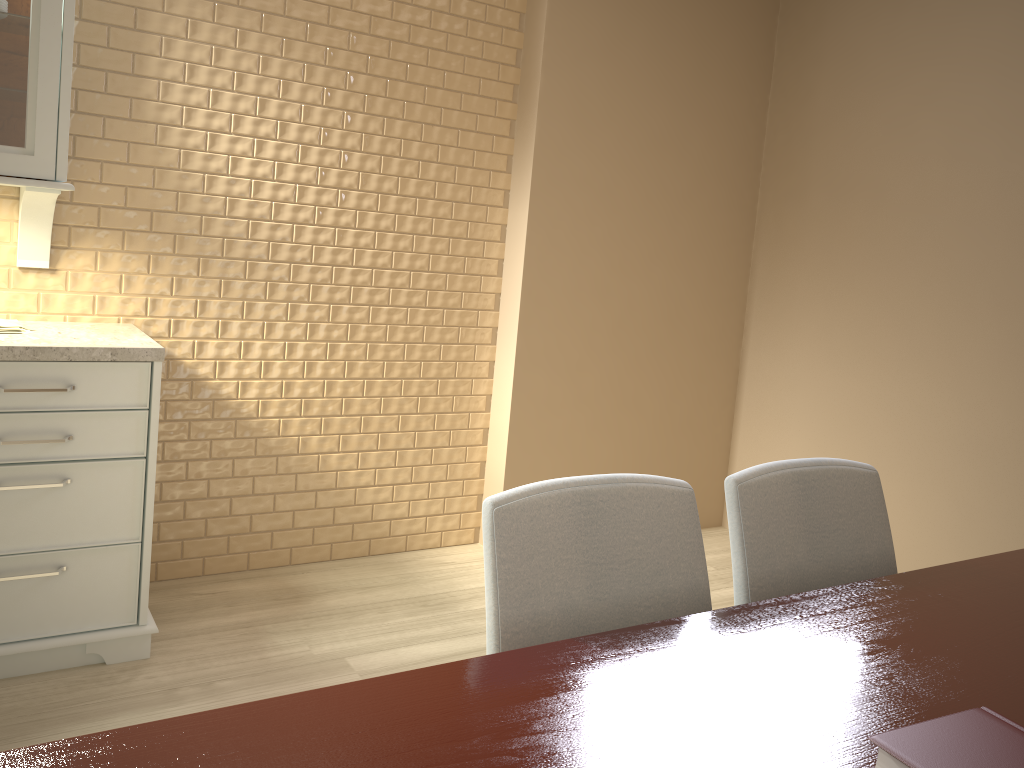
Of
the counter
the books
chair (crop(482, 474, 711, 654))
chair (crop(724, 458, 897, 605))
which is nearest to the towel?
the counter

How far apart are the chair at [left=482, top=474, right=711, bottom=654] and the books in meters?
0.5

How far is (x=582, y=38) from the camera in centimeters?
315cm

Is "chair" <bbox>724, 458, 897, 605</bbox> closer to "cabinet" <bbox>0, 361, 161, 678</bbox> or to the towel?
"cabinet" <bbox>0, 361, 161, 678</bbox>

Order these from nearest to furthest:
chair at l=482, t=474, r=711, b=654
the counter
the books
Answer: the books < chair at l=482, t=474, r=711, b=654 < the counter

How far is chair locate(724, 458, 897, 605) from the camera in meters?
1.4

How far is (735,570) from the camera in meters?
1.4 m

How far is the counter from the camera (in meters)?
2.09

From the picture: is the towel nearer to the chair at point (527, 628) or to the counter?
the counter

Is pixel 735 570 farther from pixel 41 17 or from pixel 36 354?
pixel 41 17
